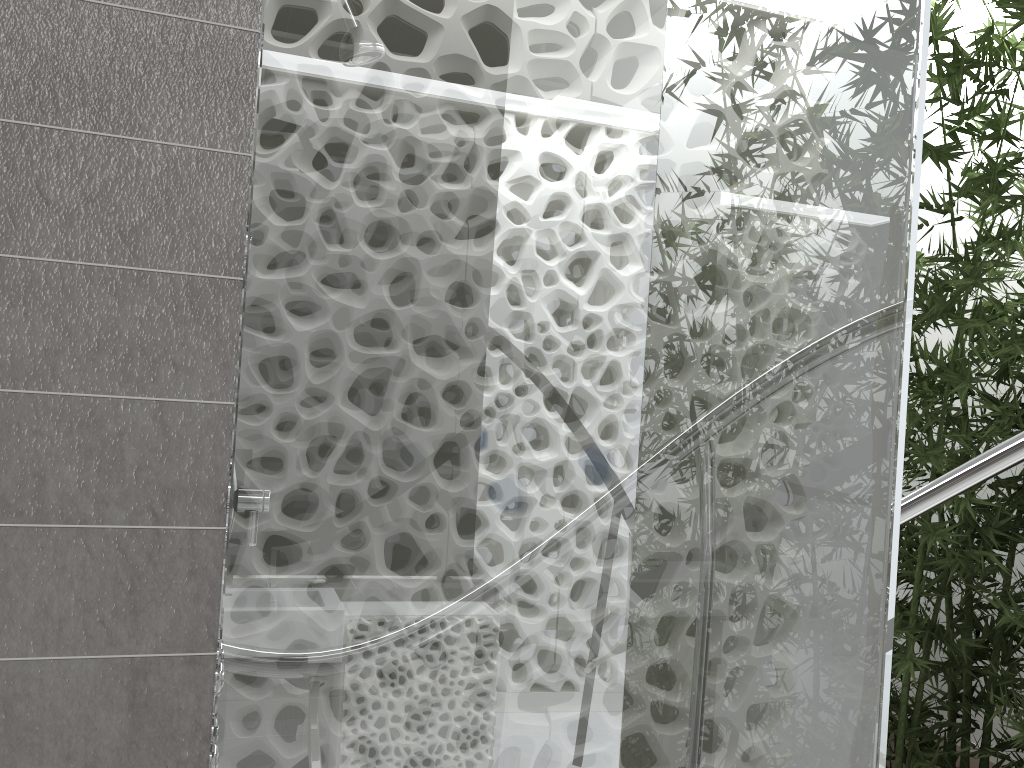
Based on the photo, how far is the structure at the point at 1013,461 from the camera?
2.0m

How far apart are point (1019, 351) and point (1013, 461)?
1.42m

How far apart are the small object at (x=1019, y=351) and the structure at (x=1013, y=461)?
1.16m

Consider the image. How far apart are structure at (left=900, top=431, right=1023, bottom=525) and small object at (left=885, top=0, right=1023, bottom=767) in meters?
1.2

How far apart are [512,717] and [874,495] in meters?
0.6 m

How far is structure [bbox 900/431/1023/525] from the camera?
2.0m

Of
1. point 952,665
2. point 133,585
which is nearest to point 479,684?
point 133,585

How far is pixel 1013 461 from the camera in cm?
202

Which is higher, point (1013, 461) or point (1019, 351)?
point (1019, 351)

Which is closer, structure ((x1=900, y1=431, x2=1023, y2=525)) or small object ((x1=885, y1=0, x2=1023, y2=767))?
structure ((x1=900, y1=431, x2=1023, y2=525))
